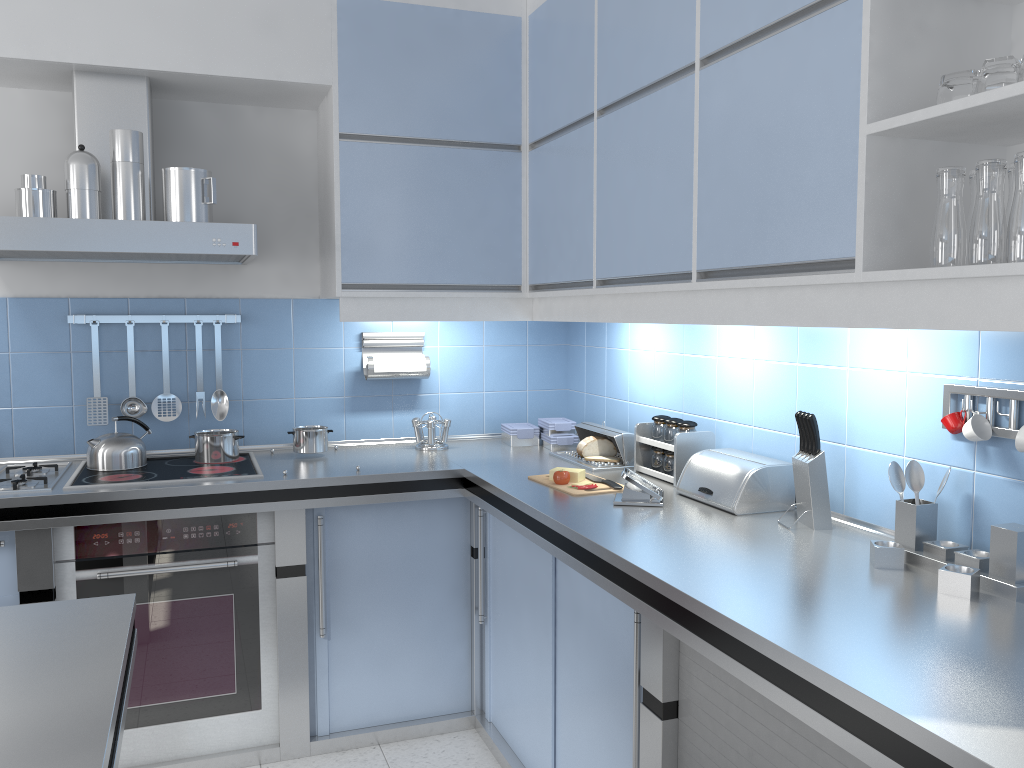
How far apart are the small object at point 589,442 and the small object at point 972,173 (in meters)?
1.76

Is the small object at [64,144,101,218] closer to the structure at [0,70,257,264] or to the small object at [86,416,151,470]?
the structure at [0,70,257,264]

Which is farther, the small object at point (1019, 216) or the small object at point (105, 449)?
the small object at point (105, 449)

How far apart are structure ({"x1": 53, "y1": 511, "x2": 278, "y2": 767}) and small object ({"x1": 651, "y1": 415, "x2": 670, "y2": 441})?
1.31m

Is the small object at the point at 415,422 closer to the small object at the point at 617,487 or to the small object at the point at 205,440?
the small object at the point at 205,440

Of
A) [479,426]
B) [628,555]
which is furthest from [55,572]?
[628,555]

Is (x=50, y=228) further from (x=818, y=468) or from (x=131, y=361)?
(x=818, y=468)

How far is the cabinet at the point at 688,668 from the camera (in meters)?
1.89

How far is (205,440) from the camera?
3.19m

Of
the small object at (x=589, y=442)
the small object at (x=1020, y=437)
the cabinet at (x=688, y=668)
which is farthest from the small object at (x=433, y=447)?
the small object at (x=1020, y=437)
